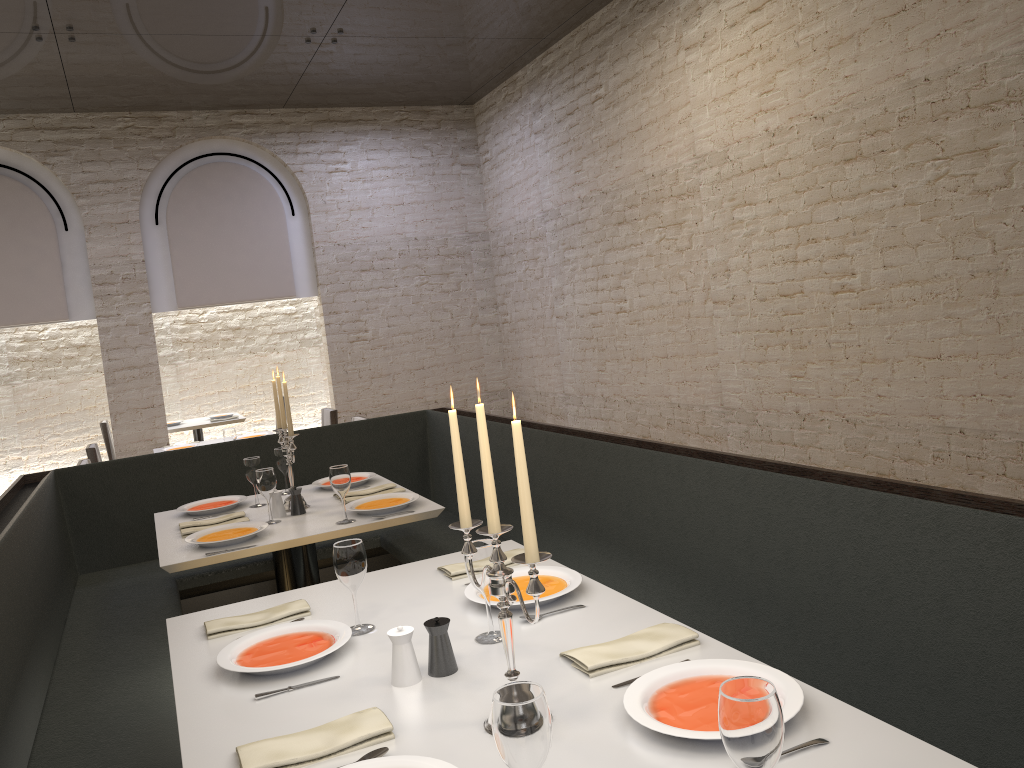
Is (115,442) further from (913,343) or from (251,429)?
(913,343)

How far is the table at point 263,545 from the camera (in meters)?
3.38

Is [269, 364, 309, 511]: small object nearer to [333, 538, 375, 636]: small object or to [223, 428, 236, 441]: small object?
[333, 538, 375, 636]: small object

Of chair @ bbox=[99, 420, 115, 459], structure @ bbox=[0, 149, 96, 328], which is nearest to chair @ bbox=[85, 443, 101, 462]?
structure @ bbox=[0, 149, 96, 328]

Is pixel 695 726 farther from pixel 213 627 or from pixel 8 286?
pixel 8 286

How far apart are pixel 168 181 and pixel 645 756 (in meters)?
8.40

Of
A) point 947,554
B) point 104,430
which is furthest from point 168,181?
point 947,554

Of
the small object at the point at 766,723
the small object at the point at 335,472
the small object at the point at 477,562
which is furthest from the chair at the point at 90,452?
the small object at the point at 766,723

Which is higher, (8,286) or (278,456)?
(8,286)

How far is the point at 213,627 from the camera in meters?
2.4
